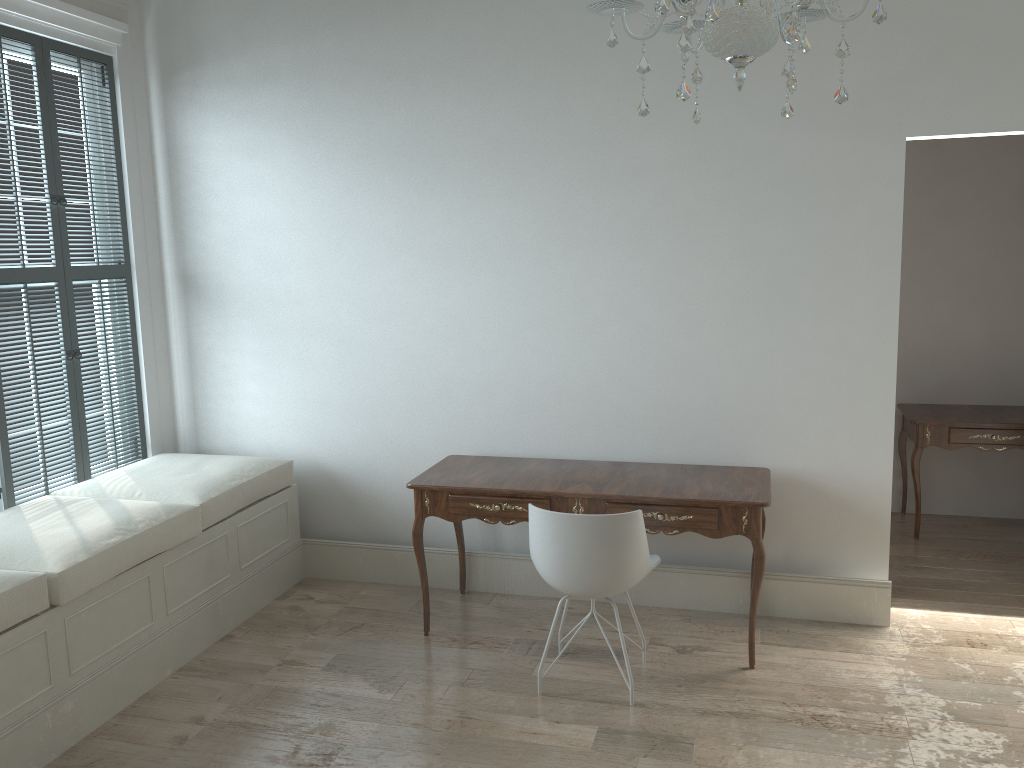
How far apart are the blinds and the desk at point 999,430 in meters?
3.9 m

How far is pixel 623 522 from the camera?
3.0m

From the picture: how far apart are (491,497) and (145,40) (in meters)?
2.86

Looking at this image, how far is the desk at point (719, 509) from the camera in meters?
3.3

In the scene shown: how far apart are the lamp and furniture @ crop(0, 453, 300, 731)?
2.31m

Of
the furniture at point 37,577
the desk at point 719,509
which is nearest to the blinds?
the furniture at point 37,577

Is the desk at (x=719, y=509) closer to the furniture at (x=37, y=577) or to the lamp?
the furniture at (x=37, y=577)

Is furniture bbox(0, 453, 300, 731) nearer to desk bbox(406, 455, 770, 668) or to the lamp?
desk bbox(406, 455, 770, 668)

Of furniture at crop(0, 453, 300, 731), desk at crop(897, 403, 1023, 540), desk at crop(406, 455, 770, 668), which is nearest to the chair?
desk at crop(406, 455, 770, 668)

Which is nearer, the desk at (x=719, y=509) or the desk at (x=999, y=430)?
the desk at (x=719, y=509)
